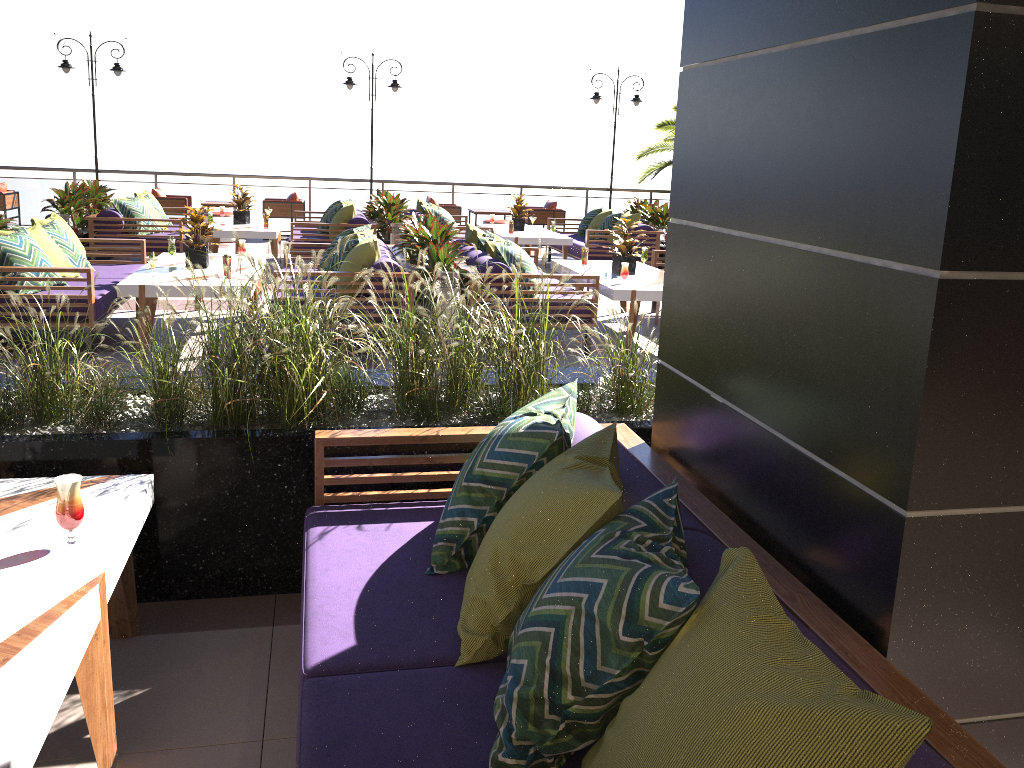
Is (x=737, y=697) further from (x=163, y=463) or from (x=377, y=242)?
(x=377, y=242)

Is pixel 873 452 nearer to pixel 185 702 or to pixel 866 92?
pixel 866 92

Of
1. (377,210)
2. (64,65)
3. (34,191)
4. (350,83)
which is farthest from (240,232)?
(34,191)

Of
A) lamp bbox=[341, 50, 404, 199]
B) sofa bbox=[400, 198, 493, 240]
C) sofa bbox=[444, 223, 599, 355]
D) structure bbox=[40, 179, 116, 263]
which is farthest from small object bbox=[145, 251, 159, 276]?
lamp bbox=[341, 50, 404, 199]

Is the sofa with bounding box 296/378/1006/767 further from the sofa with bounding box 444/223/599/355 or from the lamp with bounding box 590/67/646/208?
the lamp with bounding box 590/67/646/208

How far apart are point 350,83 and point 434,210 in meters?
5.3

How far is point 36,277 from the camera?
6.3 meters

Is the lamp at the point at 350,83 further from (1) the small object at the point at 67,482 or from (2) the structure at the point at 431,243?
(1) the small object at the point at 67,482

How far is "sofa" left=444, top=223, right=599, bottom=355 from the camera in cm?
709

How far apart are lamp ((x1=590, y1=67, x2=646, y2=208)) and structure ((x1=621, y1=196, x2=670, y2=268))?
3.8 meters
